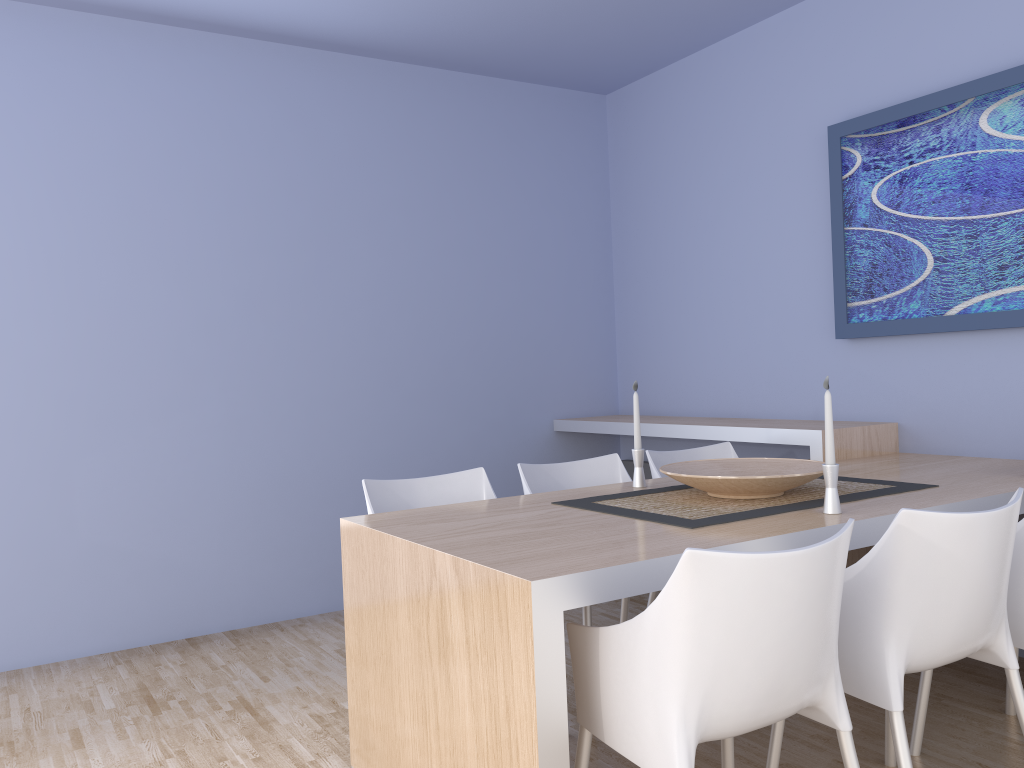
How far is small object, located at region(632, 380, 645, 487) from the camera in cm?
287

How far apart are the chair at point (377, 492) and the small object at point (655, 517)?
0.5m

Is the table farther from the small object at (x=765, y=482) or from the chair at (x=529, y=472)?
the chair at (x=529, y=472)

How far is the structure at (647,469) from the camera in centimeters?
484cm

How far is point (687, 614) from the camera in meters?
1.5

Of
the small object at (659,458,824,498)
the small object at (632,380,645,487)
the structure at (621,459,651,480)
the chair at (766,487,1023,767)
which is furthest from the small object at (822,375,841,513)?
the structure at (621,459,651,480)

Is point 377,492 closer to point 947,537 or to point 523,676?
point 523,676

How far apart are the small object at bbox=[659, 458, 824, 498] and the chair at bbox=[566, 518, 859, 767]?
0.7m

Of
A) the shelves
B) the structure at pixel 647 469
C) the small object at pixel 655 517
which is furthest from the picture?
the structure at pixel 647 469

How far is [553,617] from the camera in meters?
1.7
